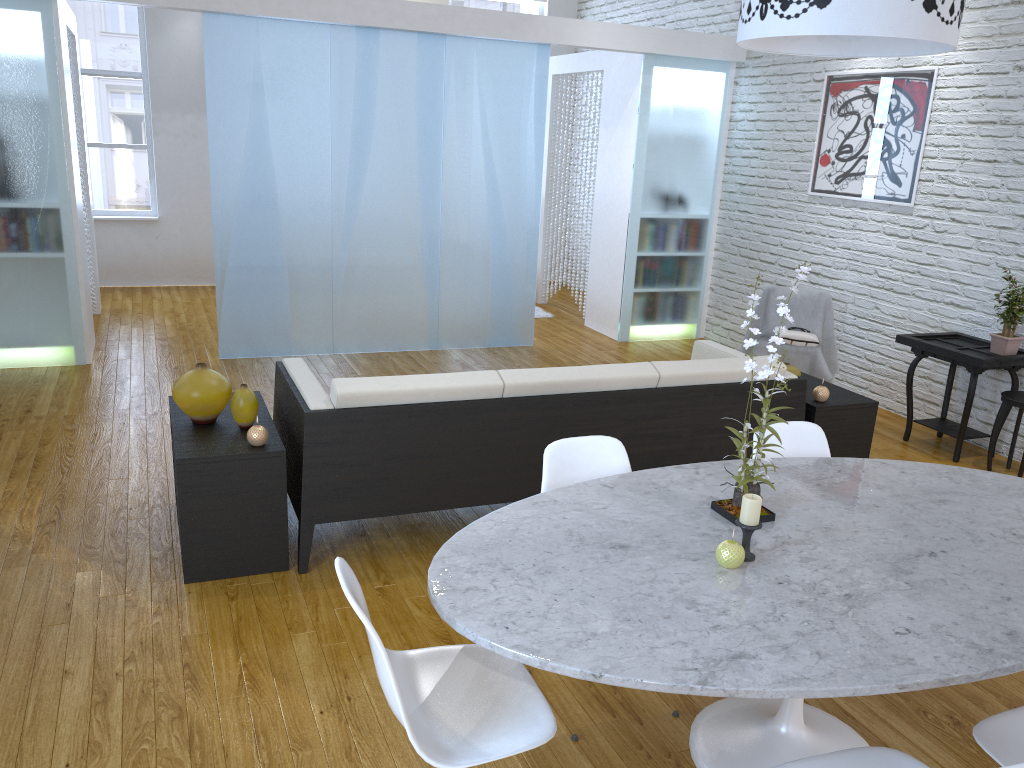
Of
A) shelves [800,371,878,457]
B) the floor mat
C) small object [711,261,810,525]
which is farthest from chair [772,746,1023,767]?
the floor mat

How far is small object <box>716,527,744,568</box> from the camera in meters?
1.9

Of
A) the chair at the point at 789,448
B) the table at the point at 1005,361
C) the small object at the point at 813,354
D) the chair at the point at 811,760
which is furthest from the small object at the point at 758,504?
the small object at the point at 813,354

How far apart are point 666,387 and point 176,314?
4.9 meters

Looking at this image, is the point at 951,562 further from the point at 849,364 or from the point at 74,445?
the point at 849,364

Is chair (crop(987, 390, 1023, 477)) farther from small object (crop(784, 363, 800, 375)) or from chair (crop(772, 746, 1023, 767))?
chair (crop(772, 746, 1023, 767))

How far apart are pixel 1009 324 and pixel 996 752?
3.3m

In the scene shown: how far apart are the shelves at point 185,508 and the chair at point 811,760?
1.91m

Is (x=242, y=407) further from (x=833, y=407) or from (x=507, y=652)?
(x=833, y=407)

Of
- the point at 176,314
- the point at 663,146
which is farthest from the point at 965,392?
the point at 176,314
